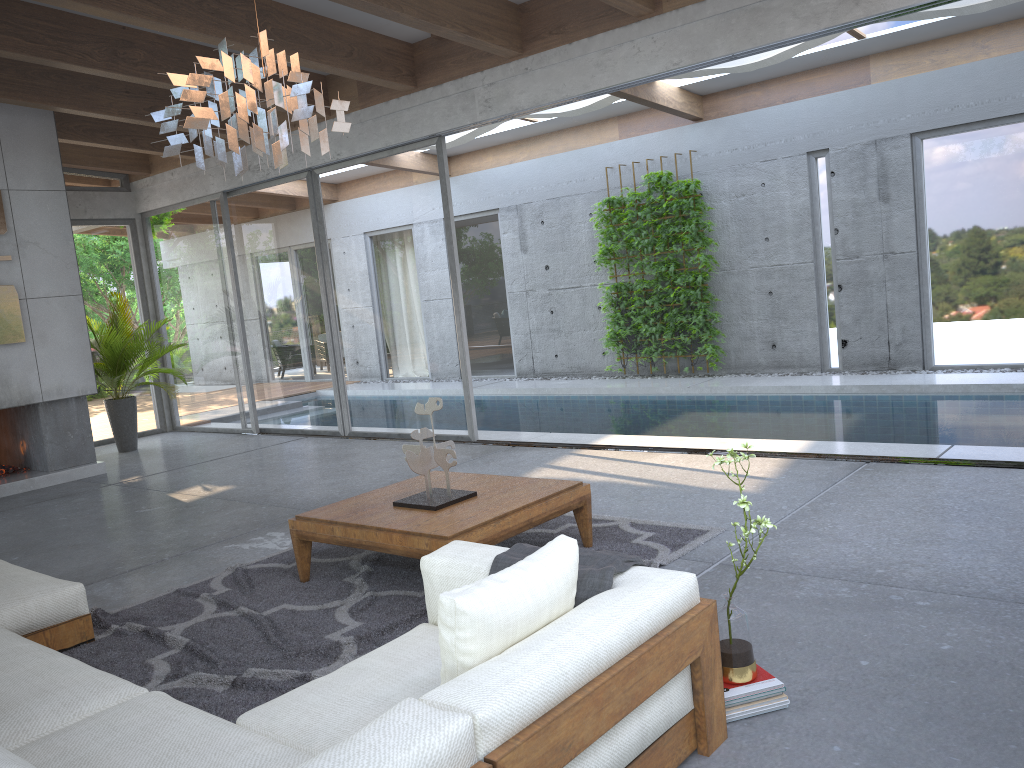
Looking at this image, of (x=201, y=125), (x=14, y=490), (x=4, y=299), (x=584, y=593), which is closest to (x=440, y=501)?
(x=584, y=593)

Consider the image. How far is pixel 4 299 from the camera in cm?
780

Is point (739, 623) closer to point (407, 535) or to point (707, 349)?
point (407, 535)

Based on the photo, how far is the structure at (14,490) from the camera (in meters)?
7.89

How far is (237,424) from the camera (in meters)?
10.33

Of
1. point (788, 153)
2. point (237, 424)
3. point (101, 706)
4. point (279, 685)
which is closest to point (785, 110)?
point (788, 153)

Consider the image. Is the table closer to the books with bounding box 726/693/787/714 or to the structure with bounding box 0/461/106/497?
the books with bounding box 726/693/787/714

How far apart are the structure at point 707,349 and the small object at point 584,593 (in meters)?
8.19

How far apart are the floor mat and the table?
0.0m

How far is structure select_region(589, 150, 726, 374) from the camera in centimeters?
1068cm
